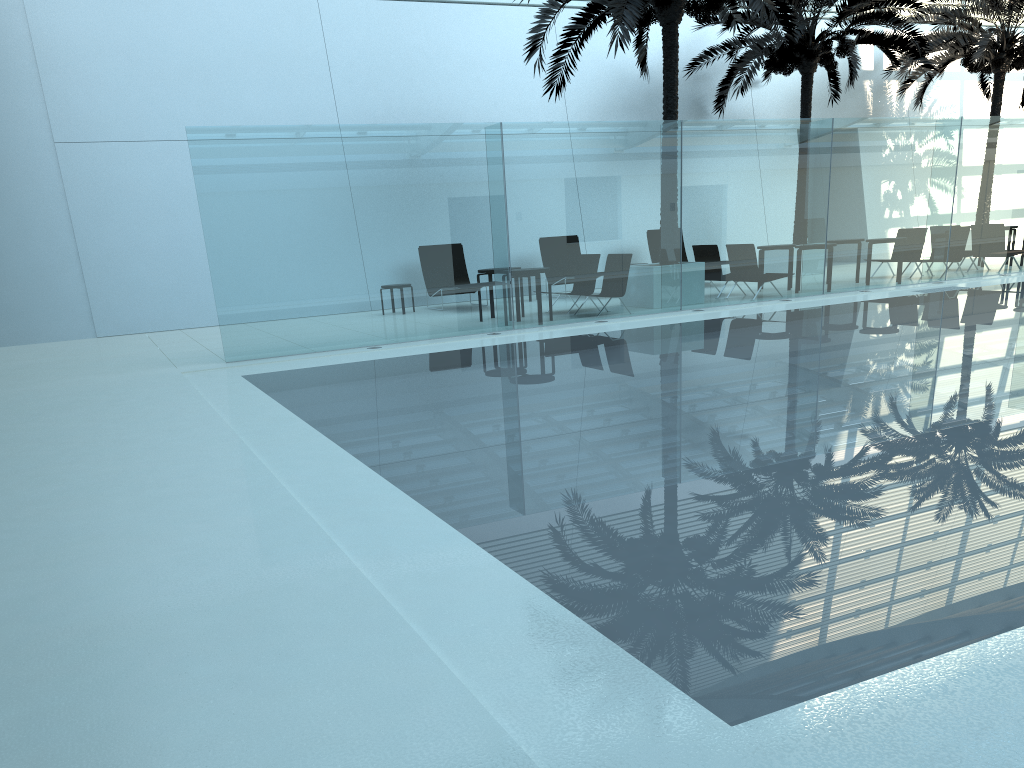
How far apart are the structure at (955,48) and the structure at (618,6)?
7.2 meters

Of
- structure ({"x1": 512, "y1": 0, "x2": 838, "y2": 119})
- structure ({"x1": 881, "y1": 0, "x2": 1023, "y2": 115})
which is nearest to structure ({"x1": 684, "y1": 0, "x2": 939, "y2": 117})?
structure ({"x1": 881, "y1": 0, "x2": 1023, "y2": 115})

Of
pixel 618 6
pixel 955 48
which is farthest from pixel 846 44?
pixel 618 6

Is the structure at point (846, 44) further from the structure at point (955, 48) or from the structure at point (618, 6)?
the structure at point (618, 6)

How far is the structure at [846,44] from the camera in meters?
17.8 m

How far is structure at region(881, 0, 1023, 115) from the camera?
20.1m

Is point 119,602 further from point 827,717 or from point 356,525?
point 827,717

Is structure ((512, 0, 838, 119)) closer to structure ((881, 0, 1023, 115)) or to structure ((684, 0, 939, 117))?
structure ((684, 0, 939, 117))

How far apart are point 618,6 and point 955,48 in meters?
11.5

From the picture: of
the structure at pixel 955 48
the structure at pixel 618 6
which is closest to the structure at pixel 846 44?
the structure at pixel 955 48
